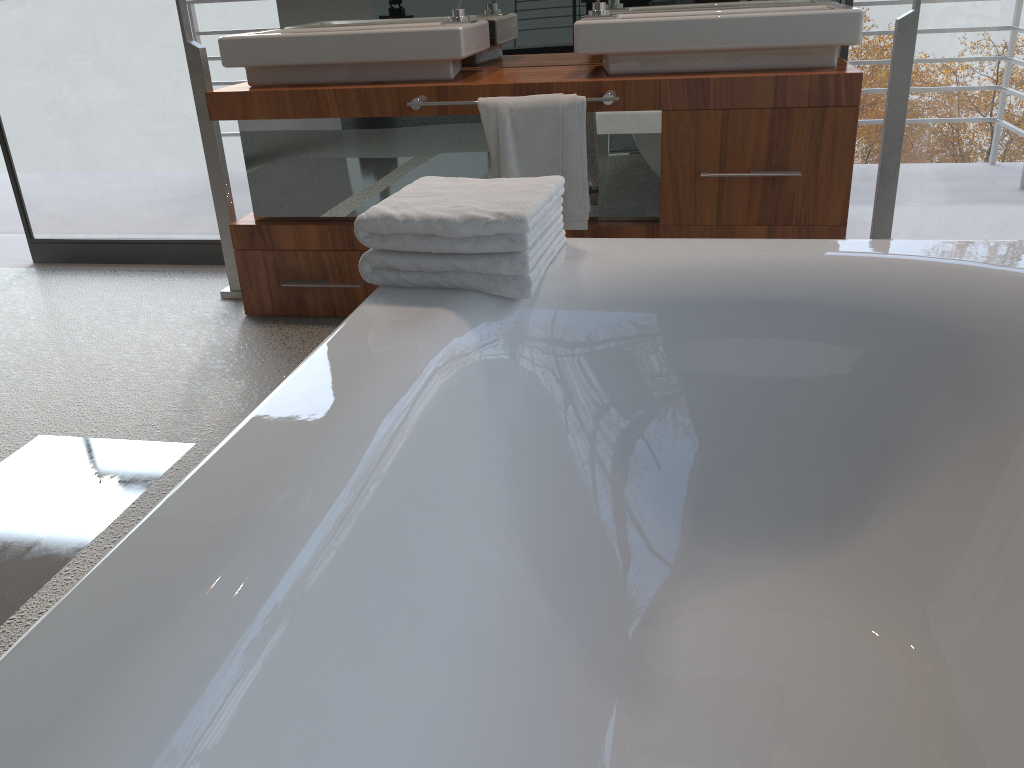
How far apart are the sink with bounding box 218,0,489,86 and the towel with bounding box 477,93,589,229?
0.2m

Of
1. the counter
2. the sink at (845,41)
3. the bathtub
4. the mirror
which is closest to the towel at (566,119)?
the counter

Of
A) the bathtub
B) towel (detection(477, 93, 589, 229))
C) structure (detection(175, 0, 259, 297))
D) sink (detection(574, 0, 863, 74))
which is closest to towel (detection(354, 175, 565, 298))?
the bathtub

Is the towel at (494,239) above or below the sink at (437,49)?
below

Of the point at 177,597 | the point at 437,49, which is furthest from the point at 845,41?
the point at 177,597

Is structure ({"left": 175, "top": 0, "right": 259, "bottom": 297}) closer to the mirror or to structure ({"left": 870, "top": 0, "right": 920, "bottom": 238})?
the mirror

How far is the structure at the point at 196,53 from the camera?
2.77m

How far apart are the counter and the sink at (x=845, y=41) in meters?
0.0 m

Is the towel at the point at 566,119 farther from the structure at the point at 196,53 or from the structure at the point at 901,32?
the structure at the point at 196,53

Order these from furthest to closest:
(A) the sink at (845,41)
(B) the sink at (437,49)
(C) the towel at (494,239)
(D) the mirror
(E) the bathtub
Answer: (D) the mirror → (B) the sink at (437,49) → (A) the sink at (845,41) → (C) the towel at (494,239) → (E) the bathtub
